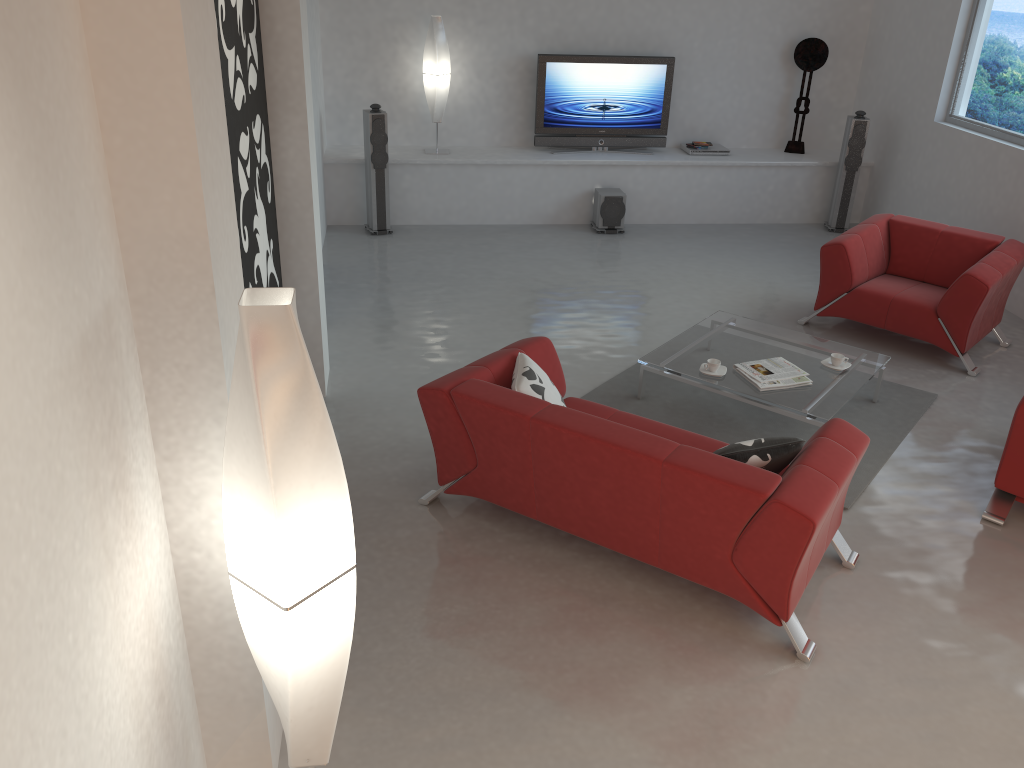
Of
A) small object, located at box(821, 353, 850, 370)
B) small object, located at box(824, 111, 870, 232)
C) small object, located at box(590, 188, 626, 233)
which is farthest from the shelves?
small object, located at box(821, 353, 850, 370)

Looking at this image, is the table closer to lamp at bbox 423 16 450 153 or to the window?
the window

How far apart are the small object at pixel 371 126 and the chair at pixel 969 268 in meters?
3.9 m

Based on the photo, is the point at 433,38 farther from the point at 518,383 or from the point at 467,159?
the point at 518,383

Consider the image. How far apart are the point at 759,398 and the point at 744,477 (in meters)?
1.69

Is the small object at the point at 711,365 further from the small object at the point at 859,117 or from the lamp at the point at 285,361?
the small object at the point at 859,117

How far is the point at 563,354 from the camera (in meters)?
6.05

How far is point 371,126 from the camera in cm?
794

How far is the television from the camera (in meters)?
8.64

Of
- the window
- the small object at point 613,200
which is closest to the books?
the window
